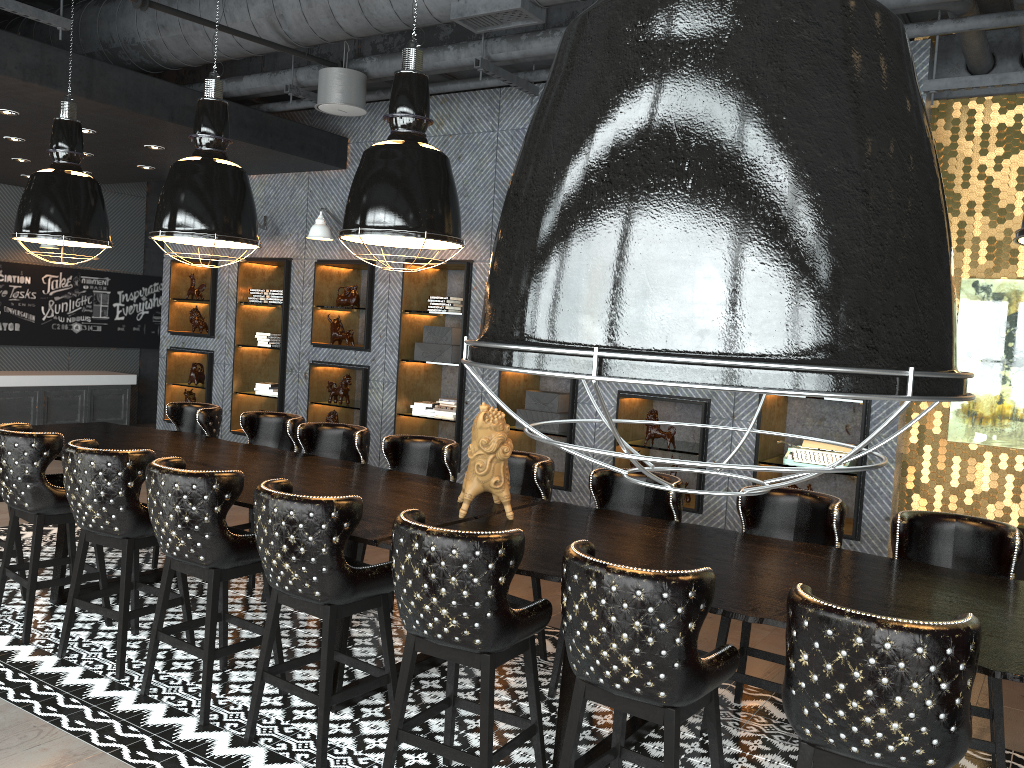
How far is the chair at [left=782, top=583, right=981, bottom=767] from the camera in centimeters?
226cm

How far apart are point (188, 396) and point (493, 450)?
6.75m

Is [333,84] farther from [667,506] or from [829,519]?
[829,519]

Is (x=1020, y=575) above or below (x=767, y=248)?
below

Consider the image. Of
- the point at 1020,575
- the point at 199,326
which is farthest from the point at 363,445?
the point at 199,326

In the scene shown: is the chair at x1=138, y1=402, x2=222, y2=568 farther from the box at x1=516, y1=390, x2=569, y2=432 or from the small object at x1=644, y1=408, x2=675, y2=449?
the small object at x1=644, y1=408, x2=675, y2=449

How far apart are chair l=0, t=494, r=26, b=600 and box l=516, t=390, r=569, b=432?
3.8m

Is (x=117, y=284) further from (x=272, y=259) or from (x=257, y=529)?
(x=257, y=529)

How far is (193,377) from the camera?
9.7 meters

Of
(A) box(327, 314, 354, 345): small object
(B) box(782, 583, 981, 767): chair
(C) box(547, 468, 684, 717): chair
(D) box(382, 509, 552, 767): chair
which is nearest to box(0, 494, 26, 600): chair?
(D) box(382, 509, 552, 767): chair
